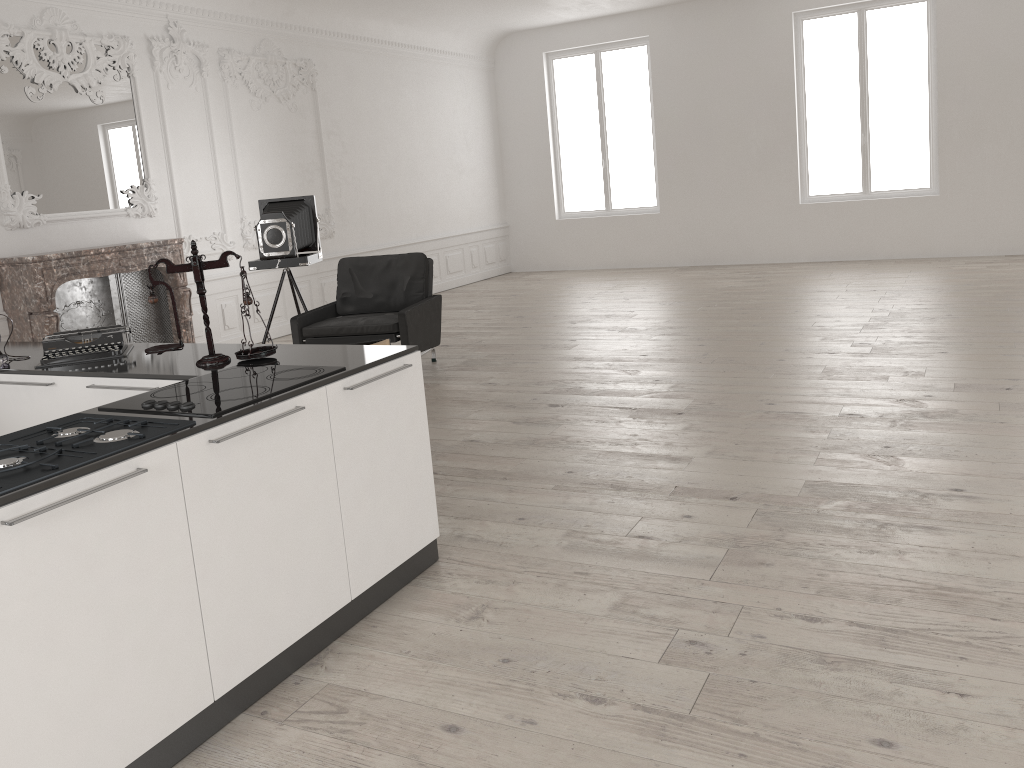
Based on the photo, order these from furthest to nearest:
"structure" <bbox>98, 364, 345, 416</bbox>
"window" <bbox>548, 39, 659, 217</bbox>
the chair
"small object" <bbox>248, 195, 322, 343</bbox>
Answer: "window" <bbox>548, 39, 659, 217</bbox>, "small object" <bbox>248, 195, 322, 343</bbox>, the chair, "structure" <bbox>98, 364, 345, 416</bbox>

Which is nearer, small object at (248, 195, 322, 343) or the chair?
the chair

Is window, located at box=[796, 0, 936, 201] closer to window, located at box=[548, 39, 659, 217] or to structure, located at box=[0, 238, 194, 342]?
window, located at box=[548, 39, 659, 217]

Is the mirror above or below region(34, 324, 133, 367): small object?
above

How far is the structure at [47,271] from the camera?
6.9 meters

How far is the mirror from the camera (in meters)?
7.09

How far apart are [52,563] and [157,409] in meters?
0.7

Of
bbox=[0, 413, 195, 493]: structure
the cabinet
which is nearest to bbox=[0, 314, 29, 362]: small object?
the cabinet

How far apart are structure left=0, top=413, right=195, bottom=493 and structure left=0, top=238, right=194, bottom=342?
4.8m

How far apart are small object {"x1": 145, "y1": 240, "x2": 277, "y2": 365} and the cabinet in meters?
0.0 m
